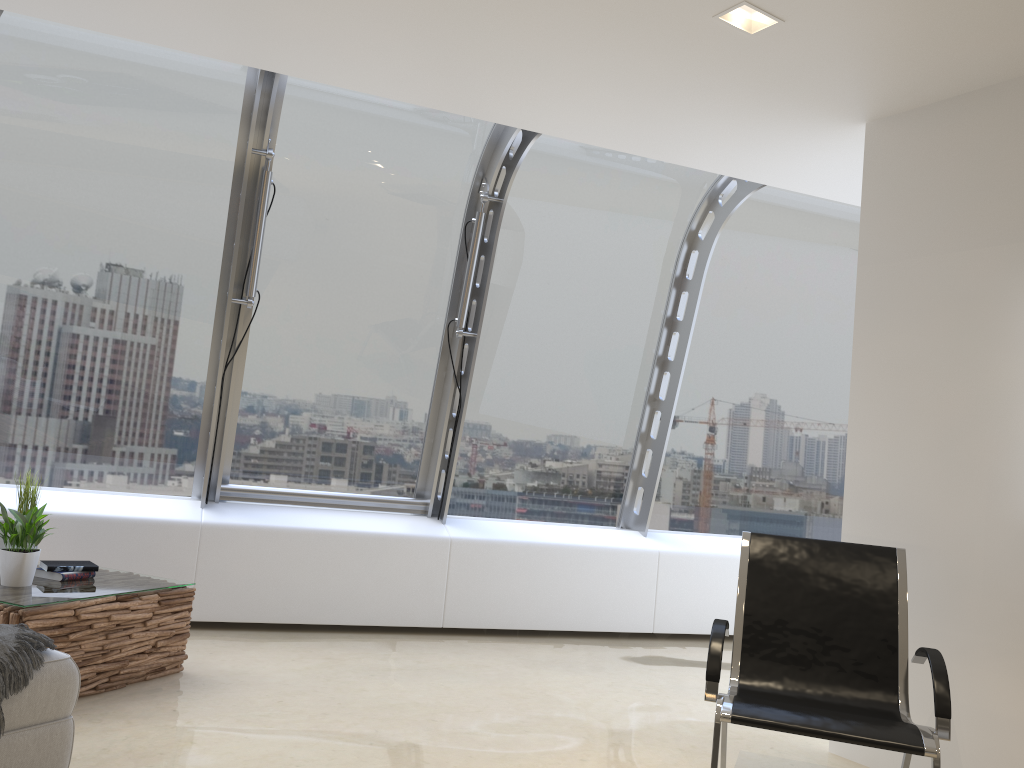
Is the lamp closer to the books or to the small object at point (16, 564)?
the small object at point (16, 564)

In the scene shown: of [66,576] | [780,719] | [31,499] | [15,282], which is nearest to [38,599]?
[66,576]

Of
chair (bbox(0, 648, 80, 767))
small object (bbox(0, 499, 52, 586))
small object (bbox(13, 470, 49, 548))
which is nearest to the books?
small object (bbox(0, 499, 52, 586))

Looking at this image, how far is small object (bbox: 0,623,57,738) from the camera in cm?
257

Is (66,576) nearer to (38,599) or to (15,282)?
(38,599)

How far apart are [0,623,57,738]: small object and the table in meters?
0.7 m

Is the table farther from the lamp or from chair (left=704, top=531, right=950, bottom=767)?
the lamp

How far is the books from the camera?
4.0 meters

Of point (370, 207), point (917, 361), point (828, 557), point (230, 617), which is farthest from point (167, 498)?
point (917, 361)

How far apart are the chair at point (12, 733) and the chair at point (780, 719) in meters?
2.0
